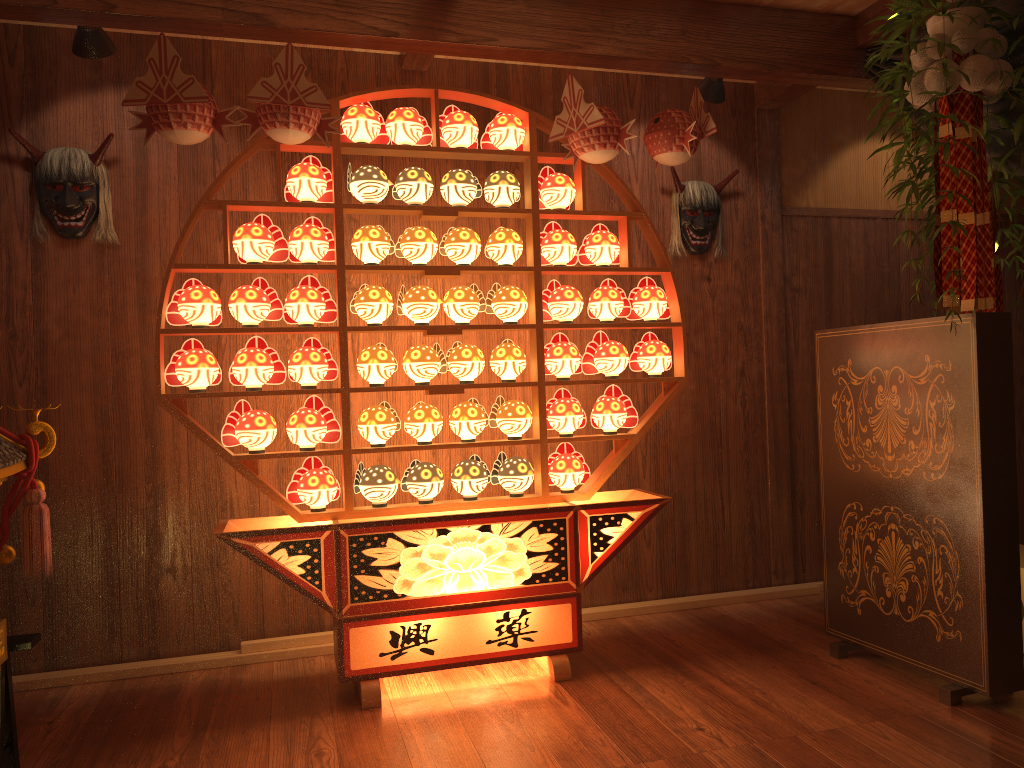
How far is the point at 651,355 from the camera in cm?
349

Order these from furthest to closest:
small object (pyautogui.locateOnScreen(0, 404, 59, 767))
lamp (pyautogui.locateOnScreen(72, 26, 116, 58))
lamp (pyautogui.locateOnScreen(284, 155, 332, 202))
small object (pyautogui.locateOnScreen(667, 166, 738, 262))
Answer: small object (pyautogui.locateOnScreen(667, 166, 738, 262)) < lamp (pyautogui.locateOnScreen(284, 155, 332, 202)) < lamp (pyautogui.locateOnScreen(72, 26, 116, 58)) < small object (pyautogui.locateOnScreen(0, 404, 59, 767))

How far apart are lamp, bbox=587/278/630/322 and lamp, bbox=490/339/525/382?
0.3m

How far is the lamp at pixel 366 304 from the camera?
3.22m

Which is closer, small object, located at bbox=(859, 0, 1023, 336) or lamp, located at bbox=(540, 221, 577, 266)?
small object, located at bbox=(859, 0, 1023, 336)

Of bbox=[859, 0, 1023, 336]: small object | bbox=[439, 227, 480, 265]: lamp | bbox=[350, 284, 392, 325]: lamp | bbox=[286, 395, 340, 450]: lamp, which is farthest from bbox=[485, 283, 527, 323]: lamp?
bbox=[859, 0, 1023, 336]: small object

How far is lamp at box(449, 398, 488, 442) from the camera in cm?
331

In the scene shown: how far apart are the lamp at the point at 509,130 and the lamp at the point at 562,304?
0.5 meters

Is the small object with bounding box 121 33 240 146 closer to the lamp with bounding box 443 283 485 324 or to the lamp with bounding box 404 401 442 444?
the lamp with bounding box 443 283 485 324

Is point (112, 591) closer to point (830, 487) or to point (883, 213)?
point (830, 487)
